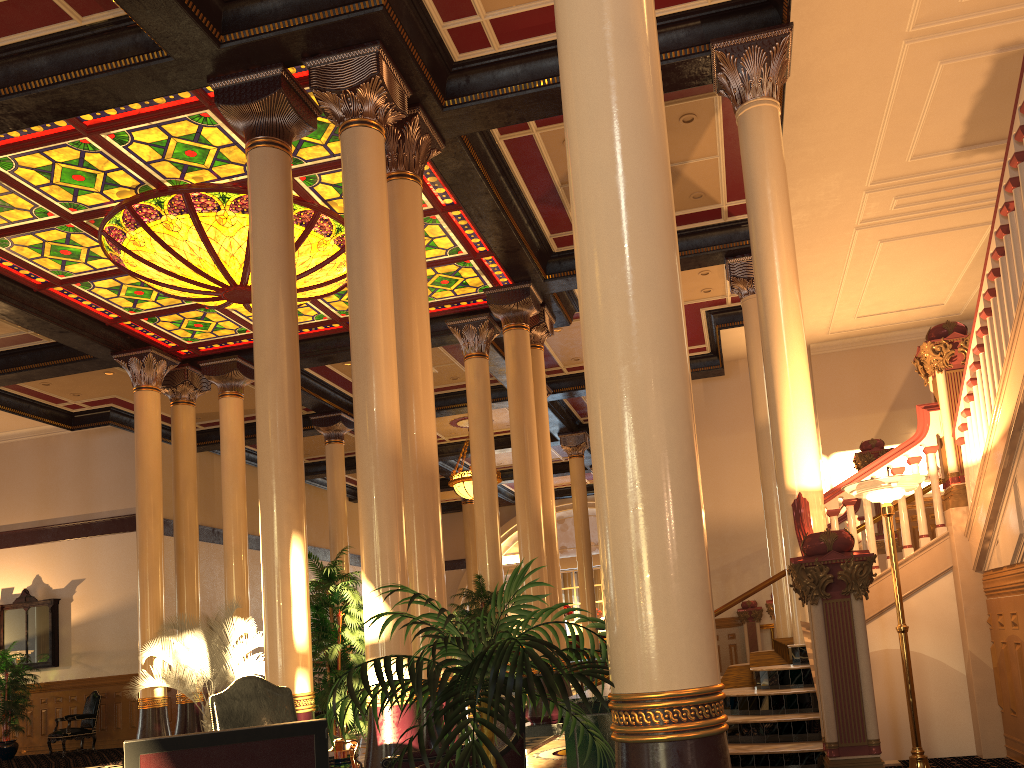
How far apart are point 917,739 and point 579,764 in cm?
307

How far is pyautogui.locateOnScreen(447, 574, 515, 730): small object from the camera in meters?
11.0

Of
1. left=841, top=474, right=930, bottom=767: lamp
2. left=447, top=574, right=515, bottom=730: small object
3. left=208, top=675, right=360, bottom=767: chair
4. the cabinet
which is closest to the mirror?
left=447, top=574, right=515, bottom=730: small object

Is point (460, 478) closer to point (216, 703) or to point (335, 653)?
point (335, 653)

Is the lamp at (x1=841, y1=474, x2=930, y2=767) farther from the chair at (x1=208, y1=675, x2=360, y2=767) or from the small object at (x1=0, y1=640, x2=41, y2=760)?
the small object at (x1=0, y1=640, x2=41, y2=760)

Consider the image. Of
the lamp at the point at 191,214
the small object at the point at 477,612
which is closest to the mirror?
the lamp at the point at 191,214

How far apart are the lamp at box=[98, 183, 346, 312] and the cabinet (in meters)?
7.59

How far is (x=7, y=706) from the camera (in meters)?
15.47

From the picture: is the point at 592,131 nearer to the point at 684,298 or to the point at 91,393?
the point at 684,298

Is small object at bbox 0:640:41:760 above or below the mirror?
below
